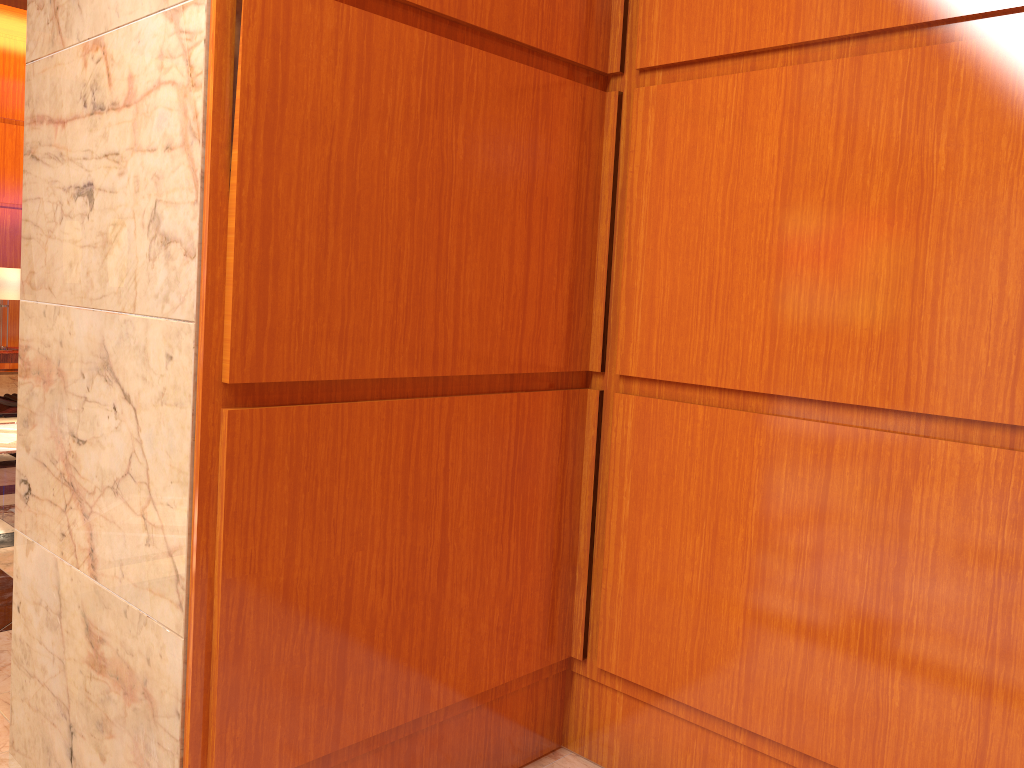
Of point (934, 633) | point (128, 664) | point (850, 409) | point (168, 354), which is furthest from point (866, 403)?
point (128, 664)

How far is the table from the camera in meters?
7.6

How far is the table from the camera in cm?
764

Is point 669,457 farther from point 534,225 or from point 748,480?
point 534,225
